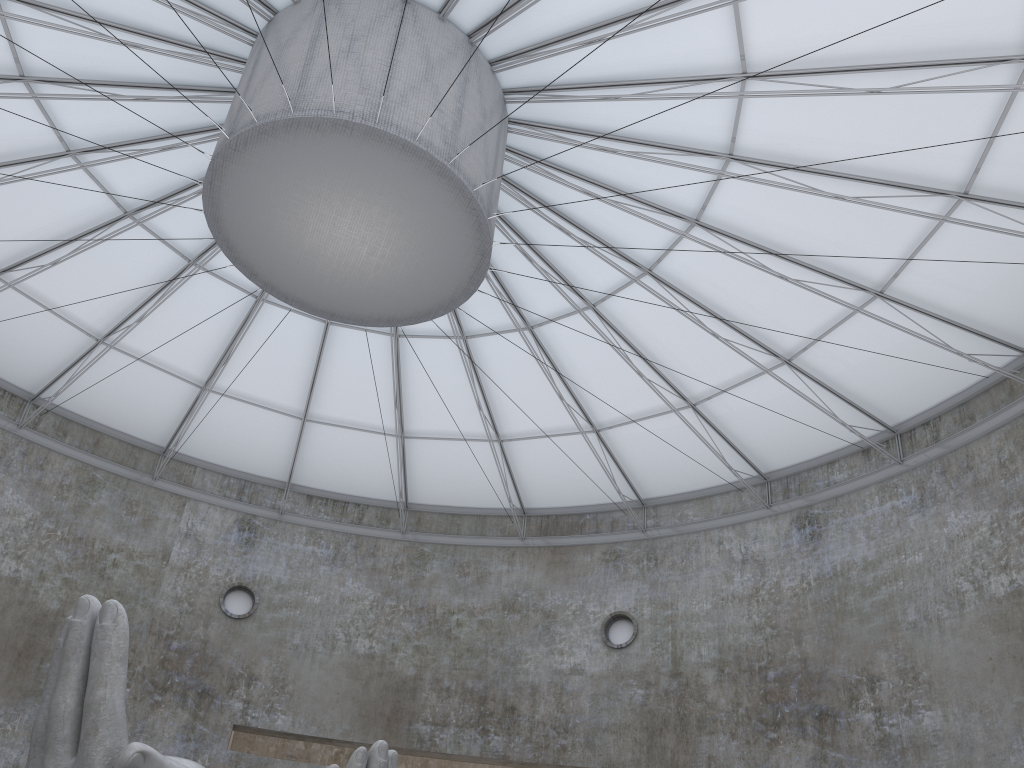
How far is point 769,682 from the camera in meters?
31.7

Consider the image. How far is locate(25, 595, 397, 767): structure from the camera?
13.00m

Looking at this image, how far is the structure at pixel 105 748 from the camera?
13.0m

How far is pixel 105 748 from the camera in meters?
13.0 m
